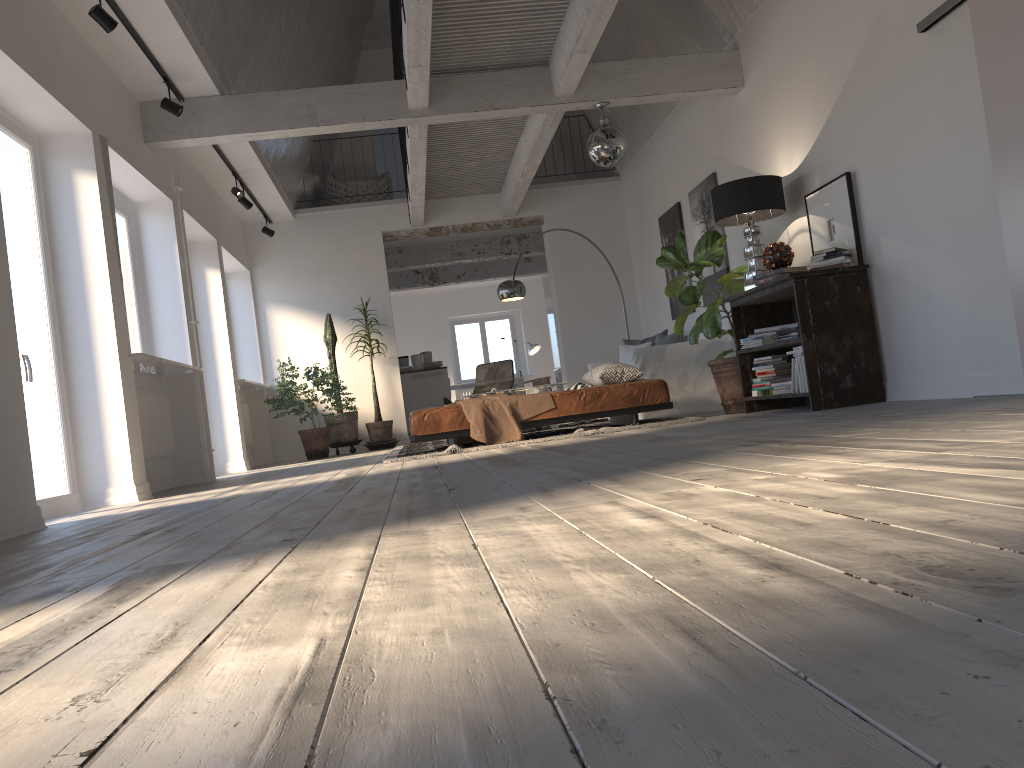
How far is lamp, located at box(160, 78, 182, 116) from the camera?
6.4m

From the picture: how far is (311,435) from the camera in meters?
10.0 m

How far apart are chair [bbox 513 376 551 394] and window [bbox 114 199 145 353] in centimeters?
978cm

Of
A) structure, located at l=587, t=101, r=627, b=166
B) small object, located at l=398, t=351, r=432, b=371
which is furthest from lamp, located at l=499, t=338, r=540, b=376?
structure, located at l=587, t=101, r=627, b=166

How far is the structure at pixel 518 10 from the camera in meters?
6.3 m

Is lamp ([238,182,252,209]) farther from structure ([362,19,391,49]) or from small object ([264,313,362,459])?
structure ([362,19,391,49])

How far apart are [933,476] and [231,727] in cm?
159

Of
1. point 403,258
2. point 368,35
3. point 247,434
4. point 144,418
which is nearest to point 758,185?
point 144,418

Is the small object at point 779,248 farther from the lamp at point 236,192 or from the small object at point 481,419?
the lamp at point 236,192

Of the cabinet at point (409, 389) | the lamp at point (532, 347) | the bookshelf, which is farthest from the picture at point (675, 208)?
the lamp at point (532, 347)
